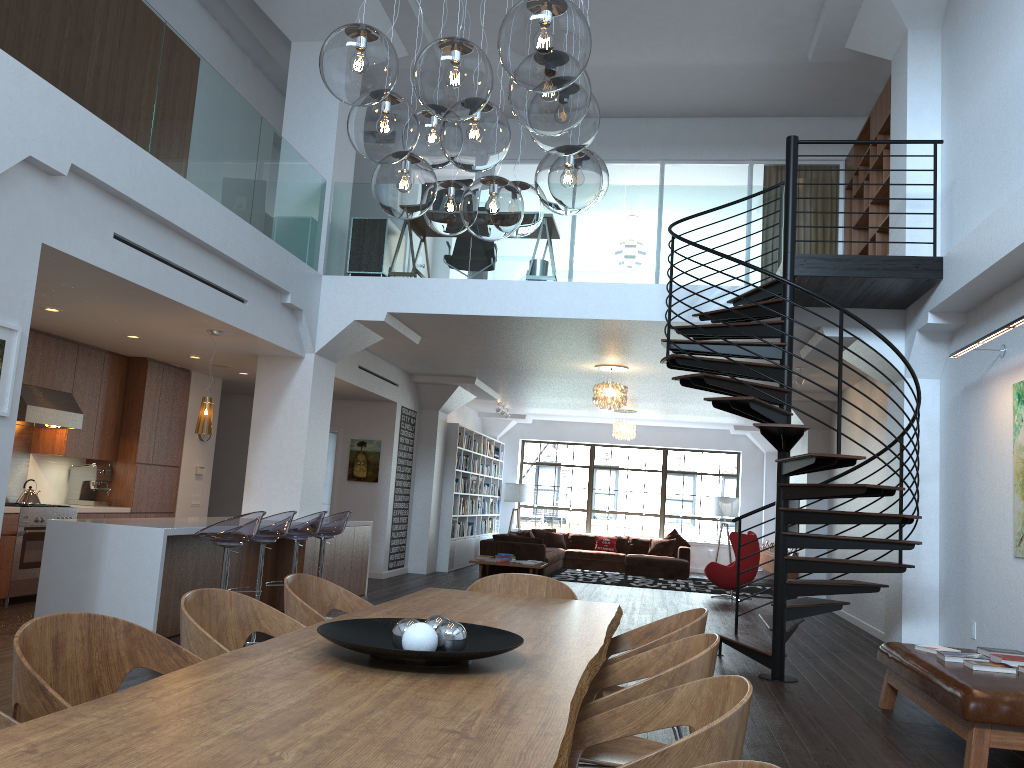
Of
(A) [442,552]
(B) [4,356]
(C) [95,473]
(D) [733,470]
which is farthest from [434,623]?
(D) [733,470]

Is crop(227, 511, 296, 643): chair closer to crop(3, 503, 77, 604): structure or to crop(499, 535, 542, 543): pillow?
crop(3, 503, 77, 604): structure

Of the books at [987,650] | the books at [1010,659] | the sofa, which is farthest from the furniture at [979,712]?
the sofa

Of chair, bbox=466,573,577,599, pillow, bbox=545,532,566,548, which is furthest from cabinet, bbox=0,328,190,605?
pillow, bbox=545,532,566,548

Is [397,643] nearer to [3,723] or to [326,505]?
[3,723]

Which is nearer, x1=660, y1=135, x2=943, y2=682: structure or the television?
x1=660, y1=135, x2=943, y2=682: structure

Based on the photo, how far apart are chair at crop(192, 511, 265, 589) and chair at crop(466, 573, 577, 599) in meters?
2.4 m

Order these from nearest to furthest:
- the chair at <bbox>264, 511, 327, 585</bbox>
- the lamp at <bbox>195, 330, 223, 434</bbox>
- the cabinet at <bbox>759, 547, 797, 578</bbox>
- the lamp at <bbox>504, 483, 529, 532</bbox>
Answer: the chair at <bbox>264, 511, 327, 585</bbox>, the lamp at <bbox>195, 330, 223, 434</bbox>, the cabinet at <bbox>759, 547, 797, 578</bbox>, the lamp at <bbox>504, 483, 529, 532</bbox>

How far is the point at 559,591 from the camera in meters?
4.6 m

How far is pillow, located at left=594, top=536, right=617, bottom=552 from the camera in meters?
17.5 m
